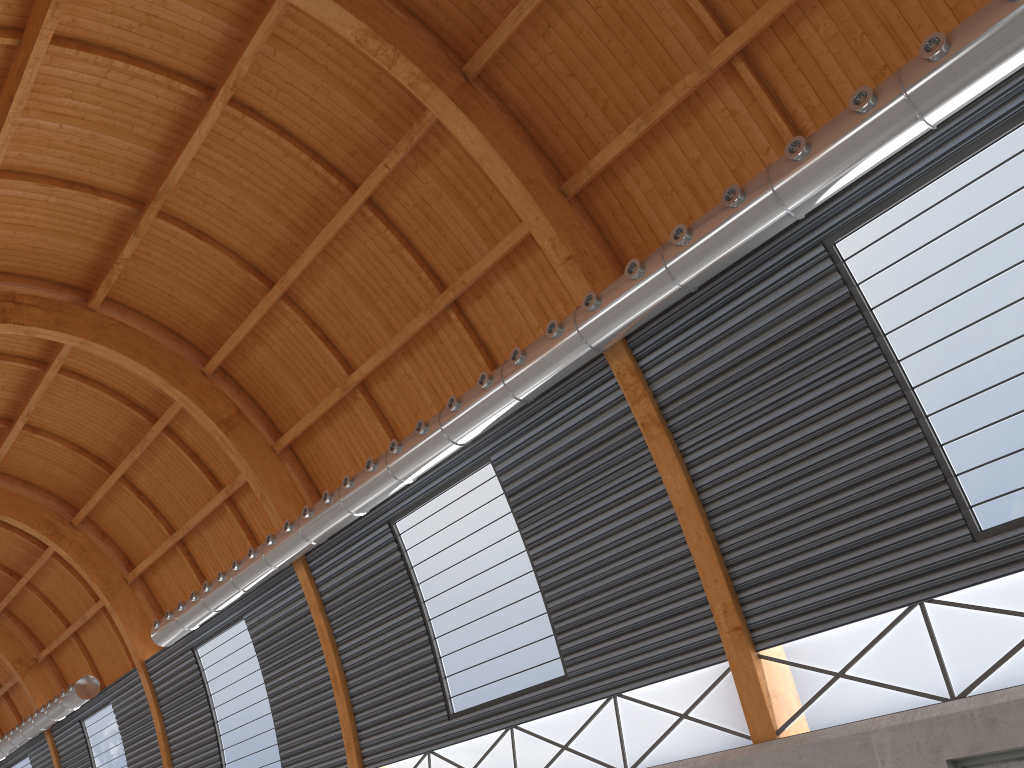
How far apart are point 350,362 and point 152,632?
17.59m

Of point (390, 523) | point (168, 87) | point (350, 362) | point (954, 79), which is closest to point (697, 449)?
point (954, 79)

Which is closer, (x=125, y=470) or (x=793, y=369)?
(x=793, y=369)

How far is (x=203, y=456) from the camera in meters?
37.8

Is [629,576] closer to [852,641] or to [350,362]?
[852,641]
